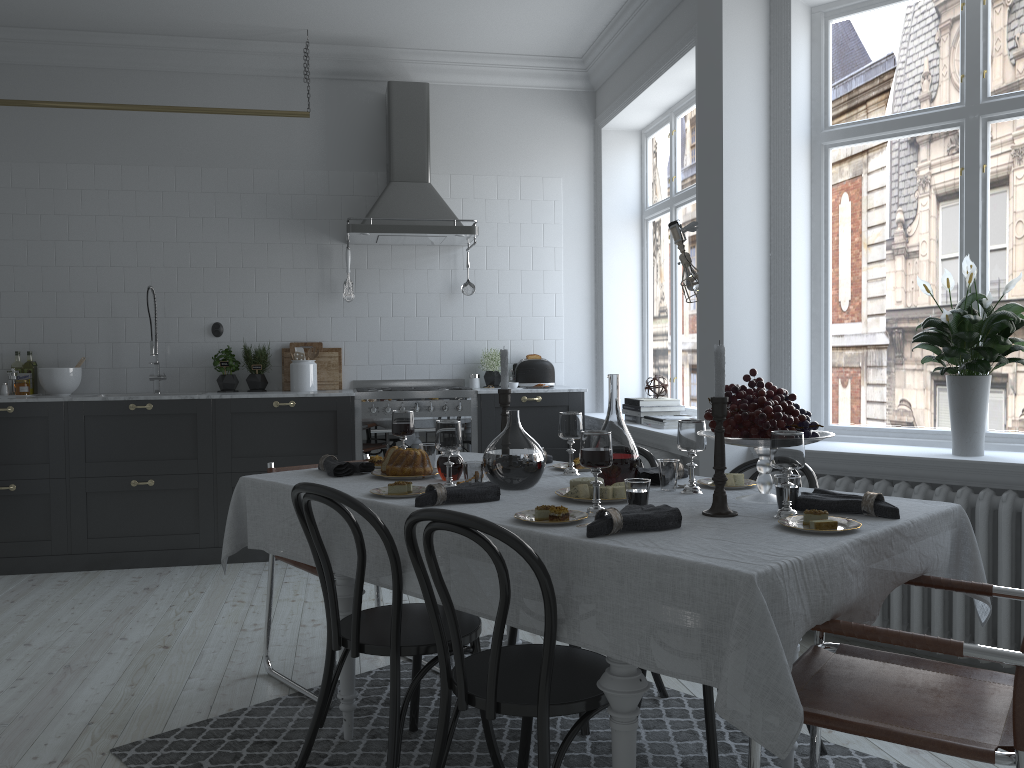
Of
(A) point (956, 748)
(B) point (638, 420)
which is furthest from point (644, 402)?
(A) point (956, 748)

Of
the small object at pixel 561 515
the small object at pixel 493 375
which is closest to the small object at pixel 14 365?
the small object at pixel 493 375

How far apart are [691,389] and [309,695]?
3.27m

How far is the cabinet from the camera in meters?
5.2 m

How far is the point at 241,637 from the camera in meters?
4.0 m

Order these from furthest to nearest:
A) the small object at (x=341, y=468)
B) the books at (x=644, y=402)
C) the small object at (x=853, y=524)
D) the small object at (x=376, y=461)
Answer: the books at (x=644, y=402) → the small object at (x=376, y=461) → the small object at (x=341, y=468) → the small object at (x=853, y=524)

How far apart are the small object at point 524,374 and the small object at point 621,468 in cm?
344

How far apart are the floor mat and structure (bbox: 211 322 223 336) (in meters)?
3.13

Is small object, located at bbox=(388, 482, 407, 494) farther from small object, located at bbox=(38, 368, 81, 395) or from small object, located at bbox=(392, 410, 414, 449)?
small object, located at bbox=(38, 368, 81, 395)

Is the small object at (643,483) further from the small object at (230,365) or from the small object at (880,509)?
the small object at (230,365)
